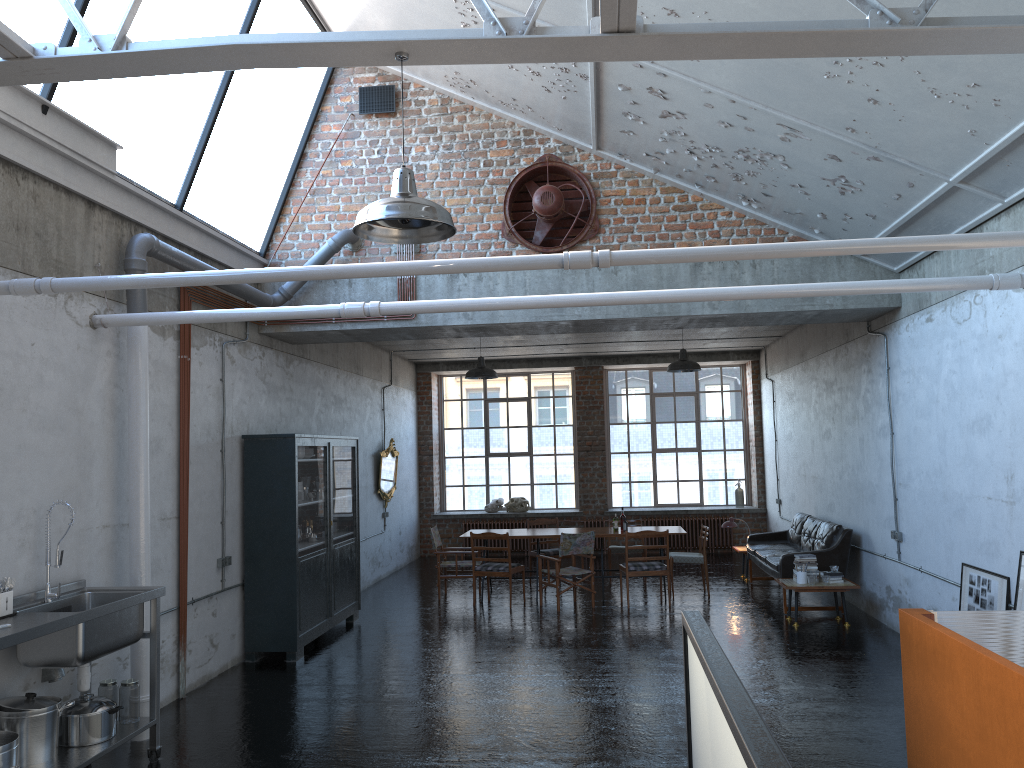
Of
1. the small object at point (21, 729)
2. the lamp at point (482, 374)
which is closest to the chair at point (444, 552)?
the lamp at point (482, 374)

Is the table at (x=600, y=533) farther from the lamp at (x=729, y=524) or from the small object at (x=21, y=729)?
the small object at (x=21, y=729)

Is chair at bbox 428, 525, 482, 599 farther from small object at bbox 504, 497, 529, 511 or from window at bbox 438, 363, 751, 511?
window at bbox 438, 363, 751, 511

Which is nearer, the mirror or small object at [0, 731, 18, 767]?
small object at [0, 731, 18, 767]

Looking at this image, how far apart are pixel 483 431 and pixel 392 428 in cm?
319

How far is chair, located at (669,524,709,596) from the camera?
12.1 meters

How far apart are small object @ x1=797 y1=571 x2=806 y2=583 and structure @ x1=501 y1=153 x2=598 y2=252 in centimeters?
455cm

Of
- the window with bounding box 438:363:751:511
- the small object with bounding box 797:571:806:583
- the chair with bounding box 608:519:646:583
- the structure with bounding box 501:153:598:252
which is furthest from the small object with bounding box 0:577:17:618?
the window with bounding box 438:363:751:511

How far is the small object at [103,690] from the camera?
6.0 meters

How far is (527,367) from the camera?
17.7 meters
